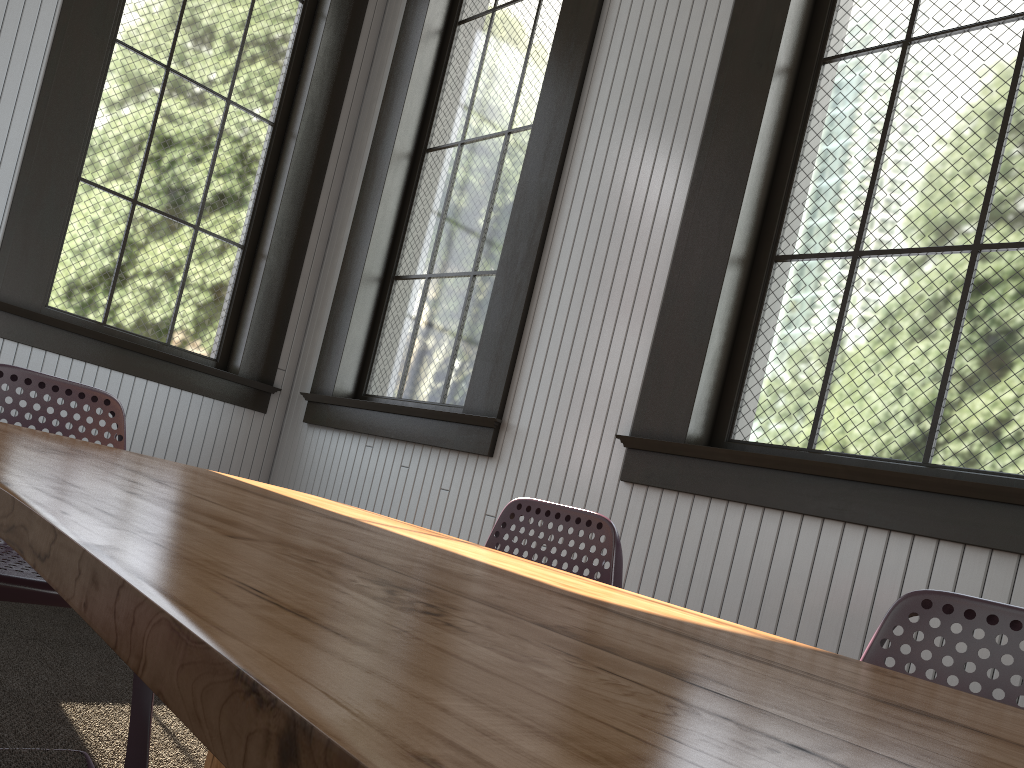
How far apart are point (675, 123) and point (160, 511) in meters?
2.5 m
